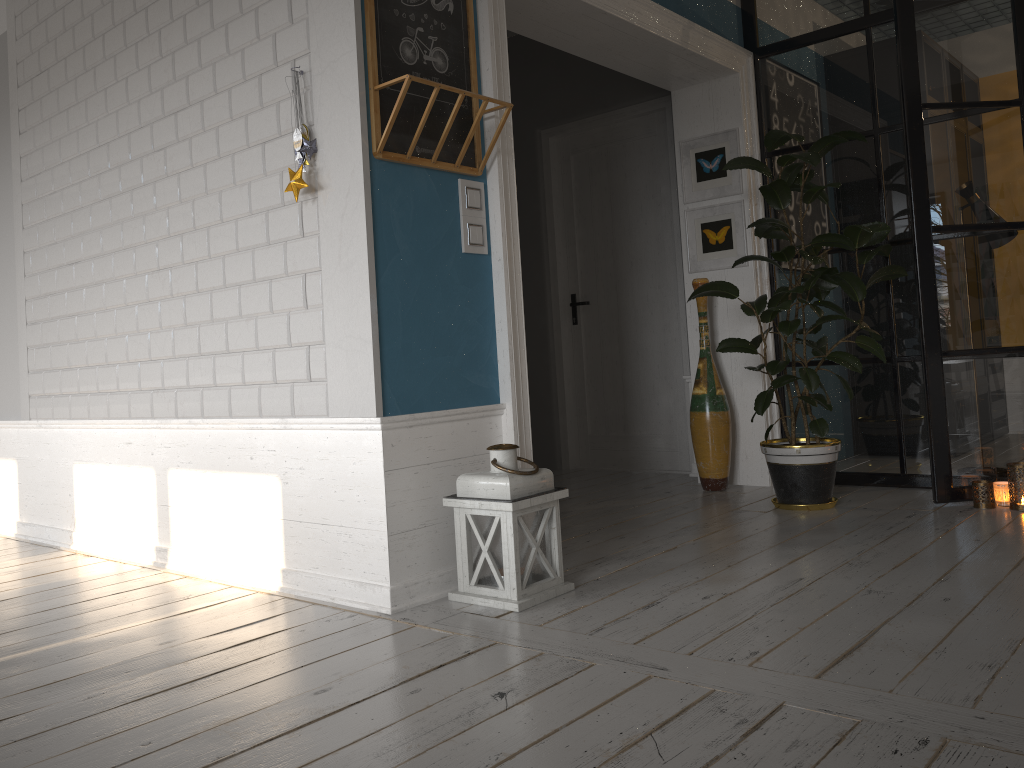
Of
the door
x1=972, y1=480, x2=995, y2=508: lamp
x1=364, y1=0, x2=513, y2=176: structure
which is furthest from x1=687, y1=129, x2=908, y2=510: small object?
x1=364, y1=0, x2=513, y2=176: structure

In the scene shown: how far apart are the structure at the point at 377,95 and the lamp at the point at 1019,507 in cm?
261

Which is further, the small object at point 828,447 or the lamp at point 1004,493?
the small object at point 828,447

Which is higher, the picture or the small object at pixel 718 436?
the picture

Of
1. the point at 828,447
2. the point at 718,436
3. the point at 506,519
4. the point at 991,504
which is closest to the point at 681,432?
the point at 718,436

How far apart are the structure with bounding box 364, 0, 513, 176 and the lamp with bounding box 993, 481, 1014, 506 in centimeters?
258cm

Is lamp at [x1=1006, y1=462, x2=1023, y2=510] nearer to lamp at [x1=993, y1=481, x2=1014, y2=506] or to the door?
lamp at [x1=993, y1=481, x2=1014, y2=506]

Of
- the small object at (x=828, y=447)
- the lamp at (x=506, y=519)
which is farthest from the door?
the lamp at (x=506, y=519)

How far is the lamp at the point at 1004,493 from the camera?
3.77m

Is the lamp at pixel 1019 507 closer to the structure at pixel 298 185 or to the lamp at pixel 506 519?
the lamp at pixel 506 519
